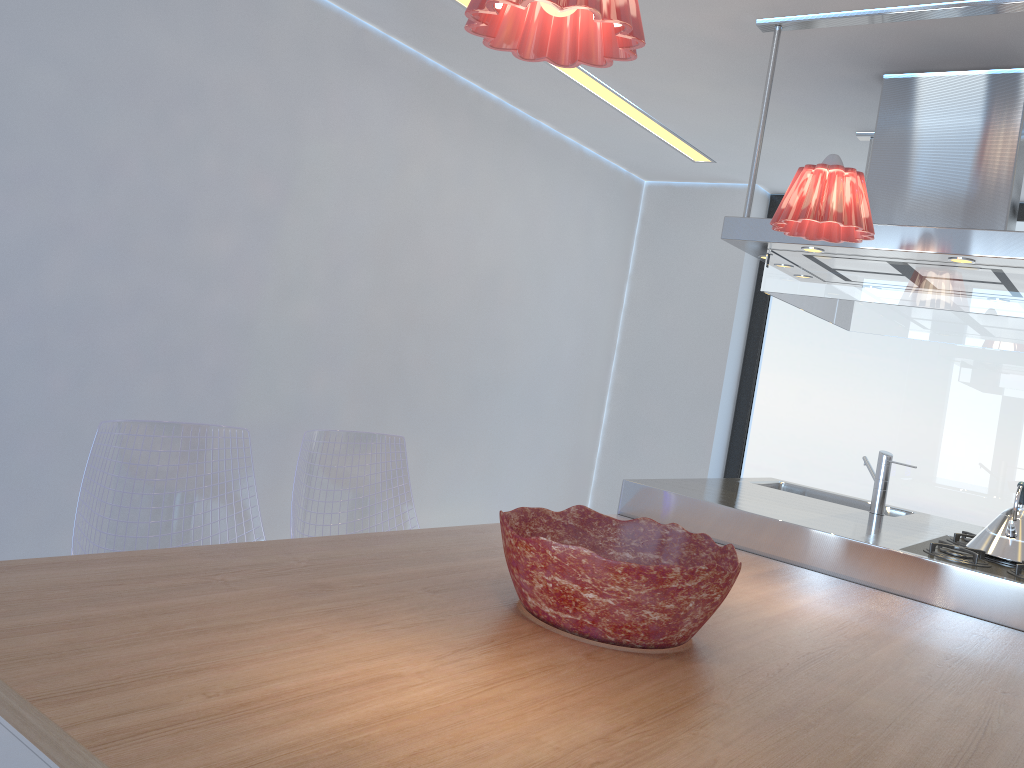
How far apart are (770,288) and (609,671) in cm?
191

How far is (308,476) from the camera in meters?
2.6

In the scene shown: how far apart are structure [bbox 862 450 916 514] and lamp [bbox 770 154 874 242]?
1.46m

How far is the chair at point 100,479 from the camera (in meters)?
2.06

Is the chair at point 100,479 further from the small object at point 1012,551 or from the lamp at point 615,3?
the small object at point 1012,551

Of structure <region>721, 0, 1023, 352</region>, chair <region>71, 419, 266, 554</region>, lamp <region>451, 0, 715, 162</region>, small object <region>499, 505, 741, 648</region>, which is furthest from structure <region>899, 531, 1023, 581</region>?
lamp <region>451, 0, 715, 162</region>

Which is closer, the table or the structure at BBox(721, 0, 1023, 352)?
the table

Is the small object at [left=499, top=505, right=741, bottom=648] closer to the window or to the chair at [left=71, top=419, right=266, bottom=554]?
the chair at [left=71, top=419, right=266, bottom=554]

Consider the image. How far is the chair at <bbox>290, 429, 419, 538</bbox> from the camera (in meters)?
2.59

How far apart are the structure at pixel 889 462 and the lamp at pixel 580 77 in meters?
2.0
